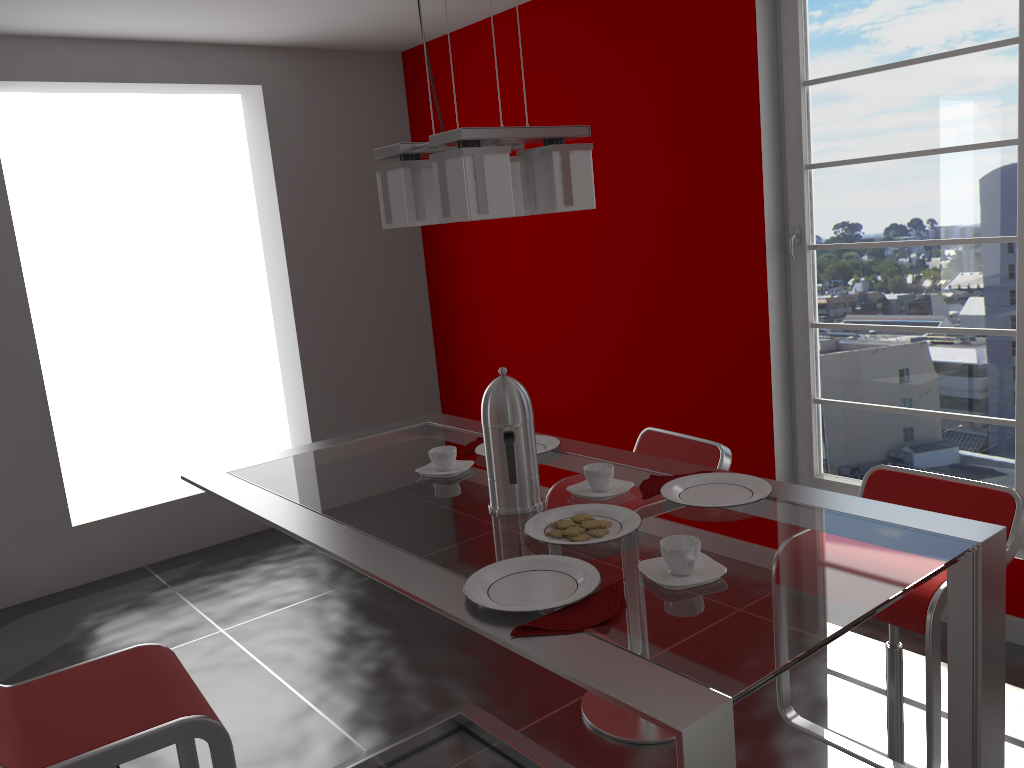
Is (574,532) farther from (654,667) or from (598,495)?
(654,667)

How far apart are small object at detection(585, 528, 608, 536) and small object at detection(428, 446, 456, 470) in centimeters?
57cm

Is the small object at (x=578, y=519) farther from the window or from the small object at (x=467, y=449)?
the window

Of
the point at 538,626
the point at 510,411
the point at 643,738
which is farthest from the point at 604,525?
the point at 643,738

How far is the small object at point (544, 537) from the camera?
1.57m

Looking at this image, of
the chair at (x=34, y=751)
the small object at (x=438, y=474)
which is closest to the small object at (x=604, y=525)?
the small object at (x=438, y=474)

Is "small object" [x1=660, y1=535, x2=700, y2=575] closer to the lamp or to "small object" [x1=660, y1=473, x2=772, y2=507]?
"small object" [x1=660, y1=473, x2=772, y2=507]

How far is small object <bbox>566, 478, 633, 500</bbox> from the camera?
1.8m

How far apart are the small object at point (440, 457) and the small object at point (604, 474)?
0.37m

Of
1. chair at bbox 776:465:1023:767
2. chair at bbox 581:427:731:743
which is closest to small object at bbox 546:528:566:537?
chair at bbox 776:465:1023:767
